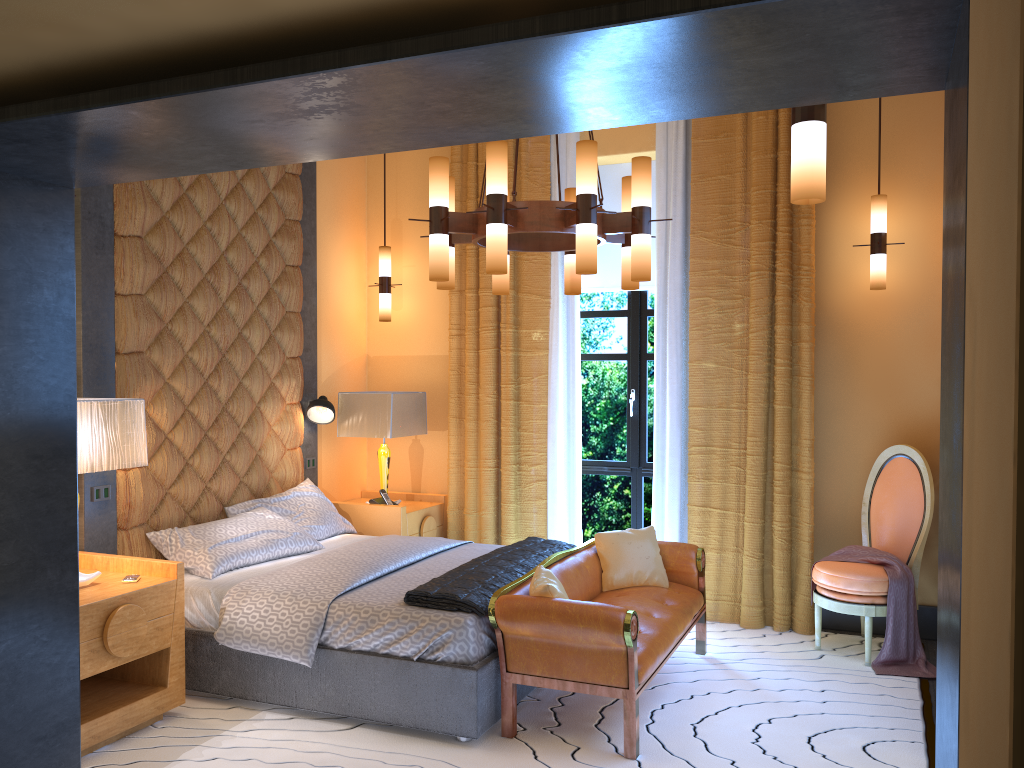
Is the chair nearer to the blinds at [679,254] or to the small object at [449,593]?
the blinds at [679,254]

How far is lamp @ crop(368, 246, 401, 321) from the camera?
6.3m

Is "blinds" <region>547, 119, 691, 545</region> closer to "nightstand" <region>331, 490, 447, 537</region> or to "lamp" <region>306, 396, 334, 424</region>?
"nightstand" <region>331, 490, 447, 537</region>

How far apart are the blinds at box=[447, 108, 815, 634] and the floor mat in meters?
0.0

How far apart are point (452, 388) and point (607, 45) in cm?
464

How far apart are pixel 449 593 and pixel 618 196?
3.4m

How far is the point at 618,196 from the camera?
6.1 meters

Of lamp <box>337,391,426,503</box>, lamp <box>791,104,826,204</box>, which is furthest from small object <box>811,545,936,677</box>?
lamp <box>791,104,826,204</box>

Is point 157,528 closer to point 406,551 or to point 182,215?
point 406,551

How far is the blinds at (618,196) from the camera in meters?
6.1 m
